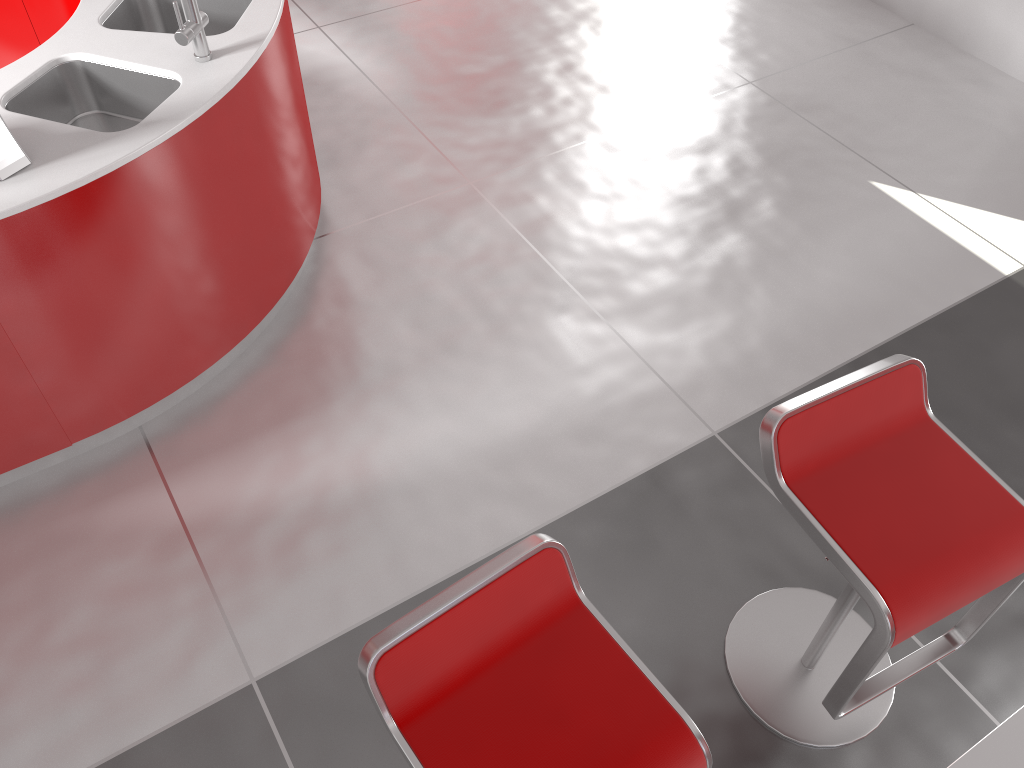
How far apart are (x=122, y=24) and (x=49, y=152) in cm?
80

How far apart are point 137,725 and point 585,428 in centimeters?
146cm

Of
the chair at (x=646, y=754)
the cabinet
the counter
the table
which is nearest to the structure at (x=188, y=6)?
the counter

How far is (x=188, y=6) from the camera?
2.35m

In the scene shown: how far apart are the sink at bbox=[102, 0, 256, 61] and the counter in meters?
0.0 m

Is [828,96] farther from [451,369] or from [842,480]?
[842,480]

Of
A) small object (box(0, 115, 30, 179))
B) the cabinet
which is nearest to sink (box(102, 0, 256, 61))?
the cabinet

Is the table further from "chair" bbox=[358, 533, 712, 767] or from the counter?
the counter

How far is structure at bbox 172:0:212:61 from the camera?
2.35m

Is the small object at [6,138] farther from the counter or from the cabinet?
the cabinet
